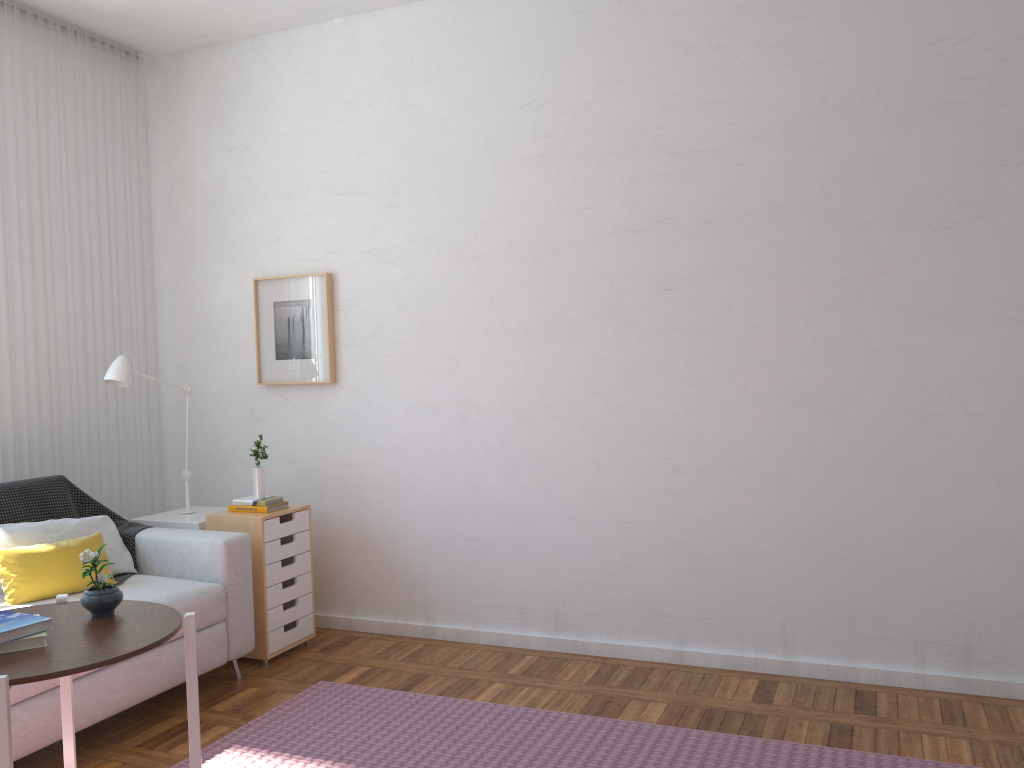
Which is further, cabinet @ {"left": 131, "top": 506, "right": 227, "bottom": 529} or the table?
cabinet @ {"left": 131, "top": 506, "right": 227, "bottom": 529}

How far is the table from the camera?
1.7m

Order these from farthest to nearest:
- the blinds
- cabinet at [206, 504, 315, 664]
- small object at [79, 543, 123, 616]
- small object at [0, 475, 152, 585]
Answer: the blinds → cabinet at [206, 504, 315, 664] → small object at [0, 475, 152, 585] → small object at [79, 543, 123, 616]

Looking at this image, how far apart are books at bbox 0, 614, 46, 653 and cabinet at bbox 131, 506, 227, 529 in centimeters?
204cm

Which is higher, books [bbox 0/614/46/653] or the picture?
the picture

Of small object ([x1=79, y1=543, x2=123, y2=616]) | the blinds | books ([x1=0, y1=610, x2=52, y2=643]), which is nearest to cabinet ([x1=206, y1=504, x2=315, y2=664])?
the blinds

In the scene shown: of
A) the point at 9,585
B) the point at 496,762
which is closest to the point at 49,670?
the point at 496,762

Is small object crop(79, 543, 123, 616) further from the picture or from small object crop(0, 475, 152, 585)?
the picture

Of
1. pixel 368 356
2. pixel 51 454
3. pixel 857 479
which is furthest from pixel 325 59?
pixel 857 479

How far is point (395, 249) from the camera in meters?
4.1
